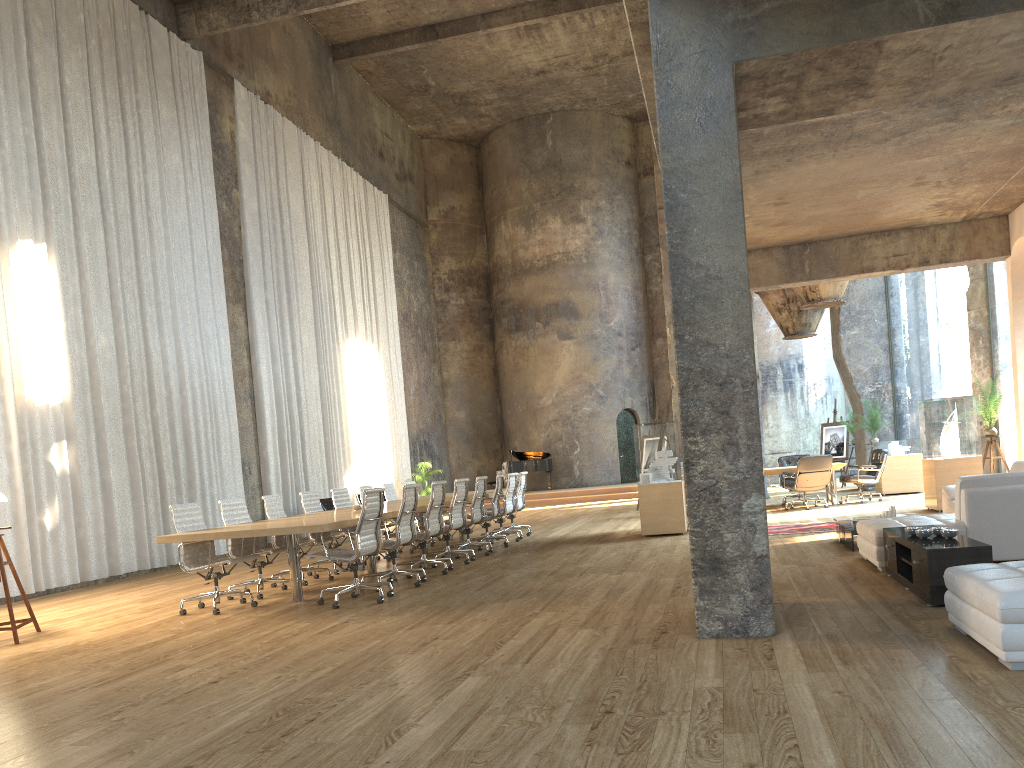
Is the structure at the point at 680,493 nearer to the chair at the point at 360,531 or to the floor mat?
the floor mat

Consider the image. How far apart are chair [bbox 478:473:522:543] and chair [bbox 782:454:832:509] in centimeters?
471cm

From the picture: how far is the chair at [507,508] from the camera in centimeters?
1300cm

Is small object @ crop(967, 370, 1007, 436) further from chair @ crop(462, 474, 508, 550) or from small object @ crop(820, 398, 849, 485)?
small object @ crop(820, 398, 849, 485)

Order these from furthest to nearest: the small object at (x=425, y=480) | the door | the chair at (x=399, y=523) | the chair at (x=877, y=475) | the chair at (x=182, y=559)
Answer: the door, the small object at (x=425, y=480), the chair at (x=877, y=475), the chair at (x=399, y=523), the chair at (x=182, y=559)

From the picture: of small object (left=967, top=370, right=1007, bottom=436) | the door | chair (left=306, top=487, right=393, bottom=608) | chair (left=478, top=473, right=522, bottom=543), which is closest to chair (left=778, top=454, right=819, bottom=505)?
small object (left=967, top=370, right=1007, bottom=436)

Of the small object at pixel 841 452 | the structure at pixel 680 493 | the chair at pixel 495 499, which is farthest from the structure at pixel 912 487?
the chair at pixel 495 499

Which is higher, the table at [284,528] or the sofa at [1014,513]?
the table at [284,528]

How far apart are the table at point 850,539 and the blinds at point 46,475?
9.2 meters

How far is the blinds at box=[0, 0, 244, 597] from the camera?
10.96m
